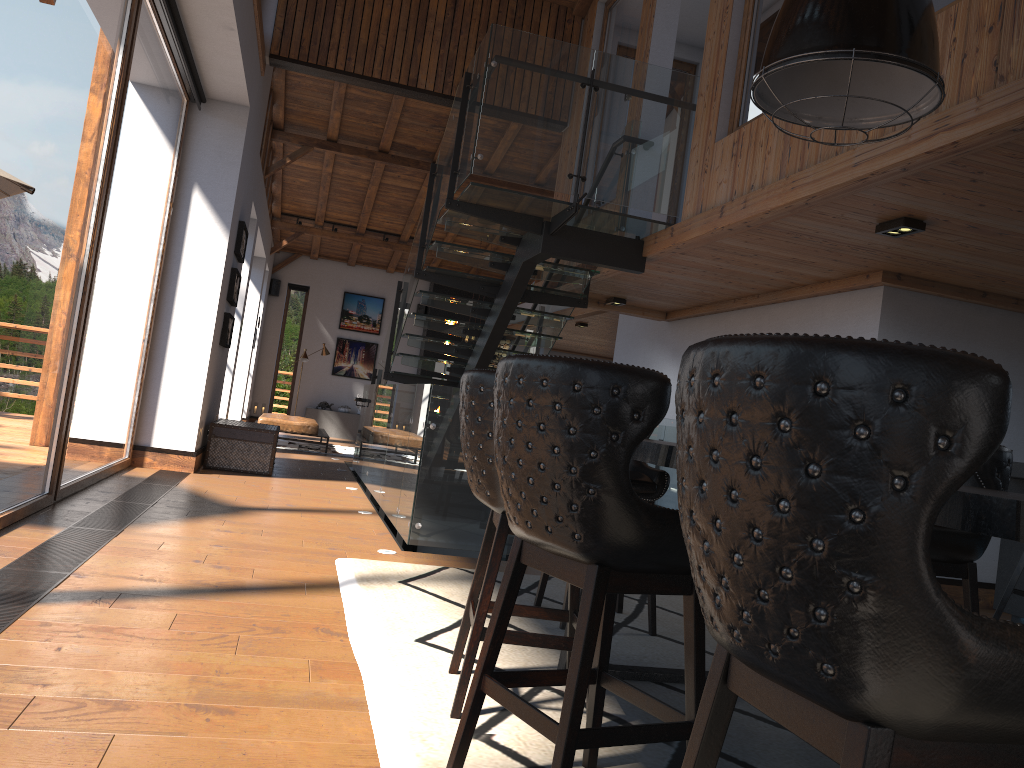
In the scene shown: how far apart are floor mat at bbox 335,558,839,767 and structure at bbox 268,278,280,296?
14.4m

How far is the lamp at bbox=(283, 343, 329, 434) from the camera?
17.1 meters

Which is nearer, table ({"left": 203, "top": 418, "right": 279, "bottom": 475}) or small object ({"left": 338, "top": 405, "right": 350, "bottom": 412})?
table ({"left": 203, "top": 418, "right": 279, "bottom": 475})

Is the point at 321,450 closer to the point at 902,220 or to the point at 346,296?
the point at 346,296

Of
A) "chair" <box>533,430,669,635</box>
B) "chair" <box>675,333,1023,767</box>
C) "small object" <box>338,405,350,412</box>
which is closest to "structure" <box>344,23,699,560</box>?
"chair" <box>533,430,669,635</box>

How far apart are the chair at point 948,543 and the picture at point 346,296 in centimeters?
1654cm

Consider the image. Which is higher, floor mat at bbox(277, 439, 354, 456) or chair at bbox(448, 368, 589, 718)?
chair at bbox(448, 368, 589, 718)

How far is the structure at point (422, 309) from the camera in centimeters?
1926cm

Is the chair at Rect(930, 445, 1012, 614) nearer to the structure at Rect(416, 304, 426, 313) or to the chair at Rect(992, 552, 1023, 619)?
the chair at Rect(992, 552, 1023, 619)

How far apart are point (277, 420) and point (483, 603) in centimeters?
1121cm
